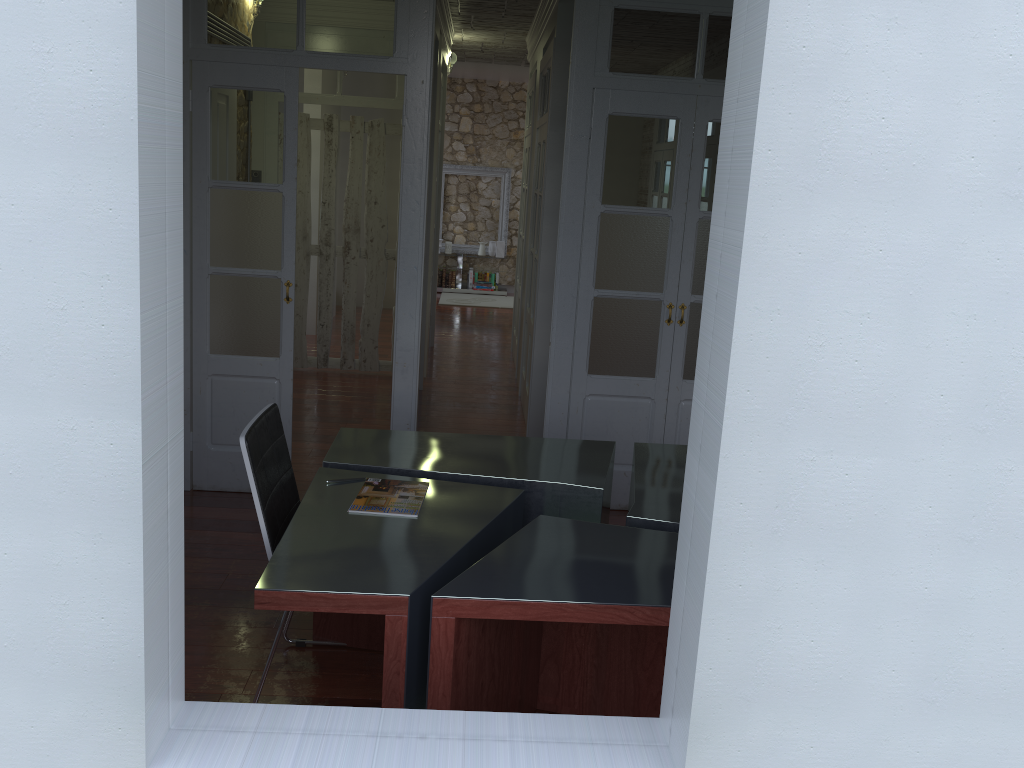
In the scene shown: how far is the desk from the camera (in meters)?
2.35

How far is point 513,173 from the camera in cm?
1256

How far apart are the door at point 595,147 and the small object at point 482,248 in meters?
8.1

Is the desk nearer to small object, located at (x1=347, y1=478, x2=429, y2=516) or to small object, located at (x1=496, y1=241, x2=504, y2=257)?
small object, located at (x1=347, y1=478, x2=429, y2=516)

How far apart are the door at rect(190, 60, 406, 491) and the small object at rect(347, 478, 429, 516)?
1.7 meters

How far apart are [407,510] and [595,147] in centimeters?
229cm

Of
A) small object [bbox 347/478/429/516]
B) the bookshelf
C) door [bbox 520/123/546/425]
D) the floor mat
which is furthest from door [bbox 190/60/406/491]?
the floor mat

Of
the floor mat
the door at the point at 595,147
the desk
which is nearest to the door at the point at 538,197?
the door at the point at 595,147

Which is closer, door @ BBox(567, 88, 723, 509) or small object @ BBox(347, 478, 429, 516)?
small object @ BBox(347, 478, 429, 516)

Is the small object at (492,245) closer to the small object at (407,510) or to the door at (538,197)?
the door at (538,197)
